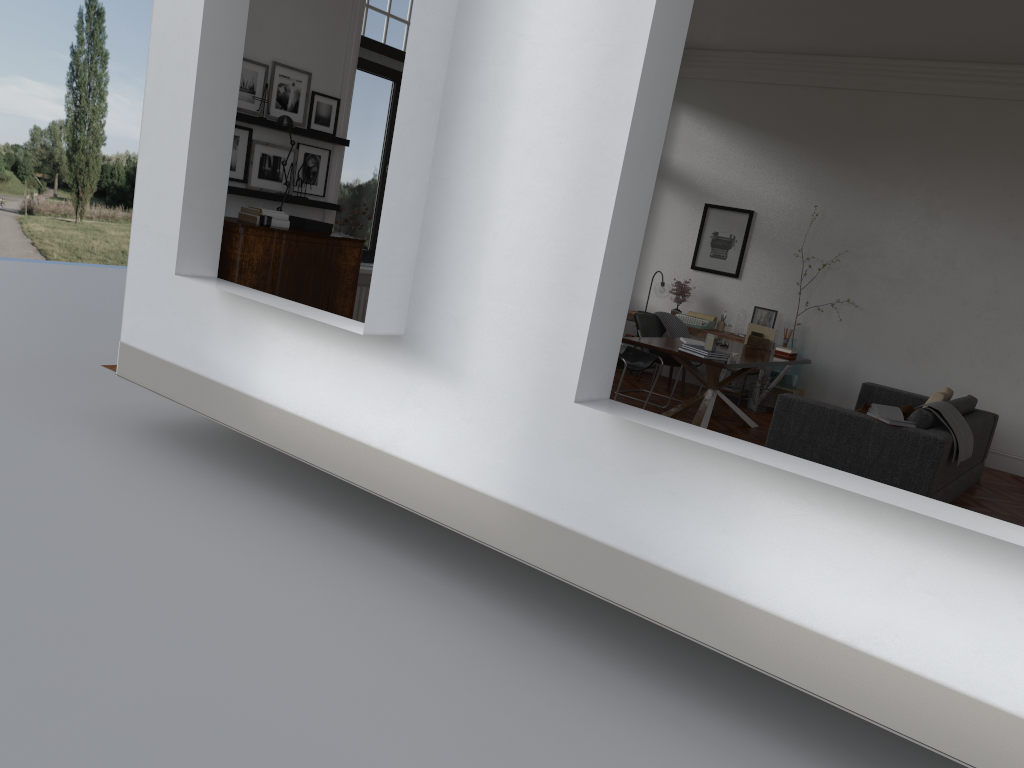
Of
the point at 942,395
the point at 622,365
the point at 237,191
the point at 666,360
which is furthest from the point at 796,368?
the point at 237,191

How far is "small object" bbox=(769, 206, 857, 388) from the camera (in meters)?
10.01

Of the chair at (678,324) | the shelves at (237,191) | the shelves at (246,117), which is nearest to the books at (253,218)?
the shelves at (237,191)

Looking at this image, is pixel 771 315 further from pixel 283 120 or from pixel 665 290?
pixel 283 120

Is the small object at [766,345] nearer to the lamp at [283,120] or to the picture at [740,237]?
the picture at [740,237]

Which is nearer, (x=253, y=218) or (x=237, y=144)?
(x=253, y=218)

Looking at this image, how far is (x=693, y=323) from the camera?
10.3m

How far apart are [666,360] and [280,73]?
4.56m

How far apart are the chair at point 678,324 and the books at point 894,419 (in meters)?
3.47

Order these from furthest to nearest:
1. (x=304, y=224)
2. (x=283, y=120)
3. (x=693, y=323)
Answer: (x=693, y=323) < (x=304, y=224) < (x=283, y=120)
